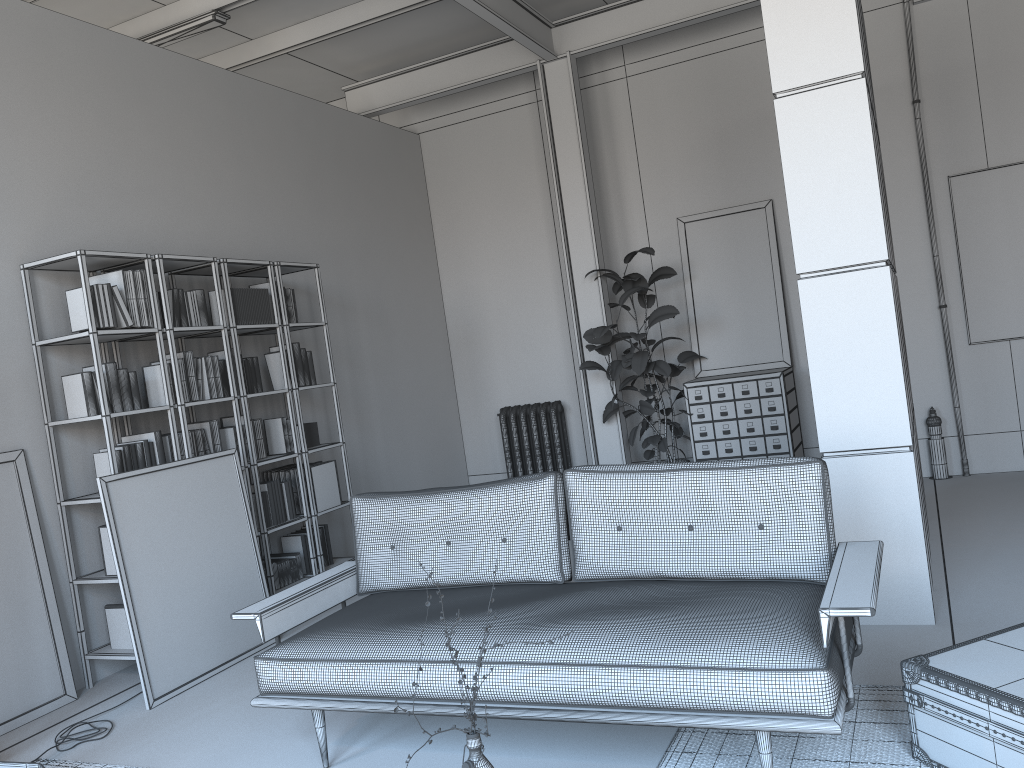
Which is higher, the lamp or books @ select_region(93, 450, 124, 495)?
books @ select_region(93, 450, 124, 495)

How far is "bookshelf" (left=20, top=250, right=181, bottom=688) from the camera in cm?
448

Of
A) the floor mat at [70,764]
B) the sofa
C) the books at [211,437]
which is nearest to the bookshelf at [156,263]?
the books at [211,437]

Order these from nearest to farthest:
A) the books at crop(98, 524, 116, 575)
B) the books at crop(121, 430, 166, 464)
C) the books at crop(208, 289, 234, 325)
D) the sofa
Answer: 1. the sofa
2. the books at crop(98, 524, 116, 575)
3. the books at crop(121, 430, 166, 464)
4. the books at crop(208, 289, 234, 325)

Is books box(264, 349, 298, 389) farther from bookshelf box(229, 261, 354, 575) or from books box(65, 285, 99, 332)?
books box(65, 285, 99, 332)

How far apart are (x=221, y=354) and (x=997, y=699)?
4.56m

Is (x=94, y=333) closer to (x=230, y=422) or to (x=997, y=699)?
(x=230, y=422)

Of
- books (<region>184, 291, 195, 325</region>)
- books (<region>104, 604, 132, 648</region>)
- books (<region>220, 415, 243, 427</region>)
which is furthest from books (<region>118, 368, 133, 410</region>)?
books (<region>104, 604, 132, 648</region>)

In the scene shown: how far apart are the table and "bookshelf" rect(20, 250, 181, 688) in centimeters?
368cm

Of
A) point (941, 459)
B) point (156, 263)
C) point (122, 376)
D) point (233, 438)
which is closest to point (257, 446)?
point (233, 438)
